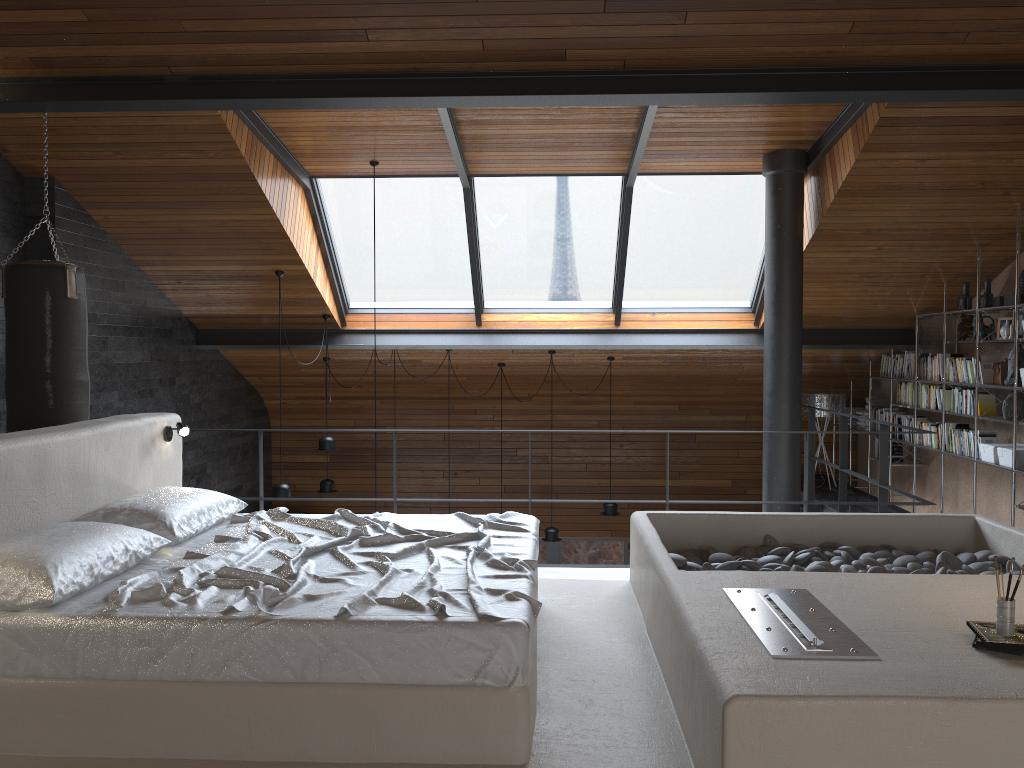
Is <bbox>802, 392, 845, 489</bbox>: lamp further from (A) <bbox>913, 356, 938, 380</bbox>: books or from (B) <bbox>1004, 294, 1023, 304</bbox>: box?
(B) <bbox>1004, 294, 1023, 304</bbox>: box

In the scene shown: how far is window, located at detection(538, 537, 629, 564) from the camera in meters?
11.1 m

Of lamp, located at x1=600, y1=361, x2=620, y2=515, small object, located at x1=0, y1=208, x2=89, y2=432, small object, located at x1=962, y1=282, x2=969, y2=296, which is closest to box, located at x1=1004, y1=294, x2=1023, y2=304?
small object, located at x1=962, y1=282, x2=969, y2=296

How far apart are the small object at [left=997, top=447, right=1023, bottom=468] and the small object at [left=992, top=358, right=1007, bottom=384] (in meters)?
0.53

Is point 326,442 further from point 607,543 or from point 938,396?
point 938,396

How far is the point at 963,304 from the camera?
7.2 meters

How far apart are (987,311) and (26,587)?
7.1 meters

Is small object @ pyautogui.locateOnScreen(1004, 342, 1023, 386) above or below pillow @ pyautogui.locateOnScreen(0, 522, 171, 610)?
above

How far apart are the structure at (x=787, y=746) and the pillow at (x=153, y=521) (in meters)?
0.09

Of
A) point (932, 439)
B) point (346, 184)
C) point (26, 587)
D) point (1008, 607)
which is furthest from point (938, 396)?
point (26, 587)
